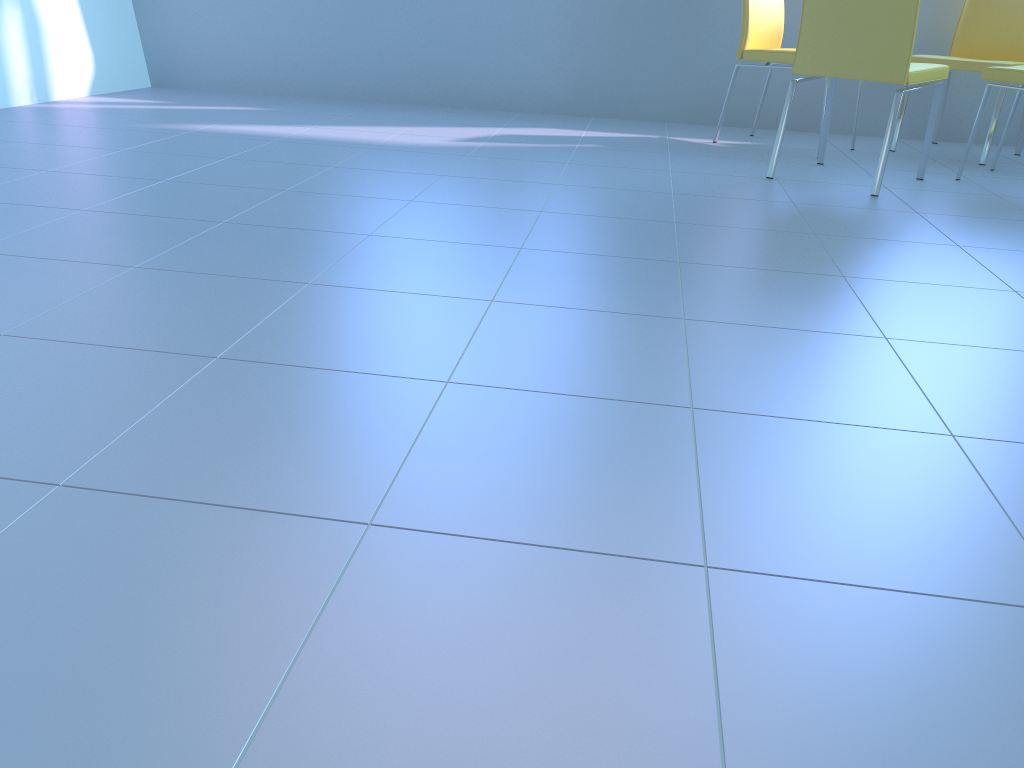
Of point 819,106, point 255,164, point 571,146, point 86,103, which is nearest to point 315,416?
point 255,164

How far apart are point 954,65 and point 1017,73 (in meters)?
0.59

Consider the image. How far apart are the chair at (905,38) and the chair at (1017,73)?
0.2 meters

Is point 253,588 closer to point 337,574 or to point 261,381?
point 337,574

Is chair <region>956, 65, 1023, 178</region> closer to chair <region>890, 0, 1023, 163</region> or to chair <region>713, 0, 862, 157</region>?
chair <region>890, 0, 1023, 163</region>

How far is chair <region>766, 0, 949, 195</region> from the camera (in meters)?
2.63

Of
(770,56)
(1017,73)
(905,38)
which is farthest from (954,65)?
(905,38)

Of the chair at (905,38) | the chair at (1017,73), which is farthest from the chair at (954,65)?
the chair at (905,38)

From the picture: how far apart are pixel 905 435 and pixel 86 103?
3.8m

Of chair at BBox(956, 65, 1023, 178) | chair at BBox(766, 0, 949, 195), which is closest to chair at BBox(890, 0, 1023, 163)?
chair at BBox(956, 65, 1023, 178)
